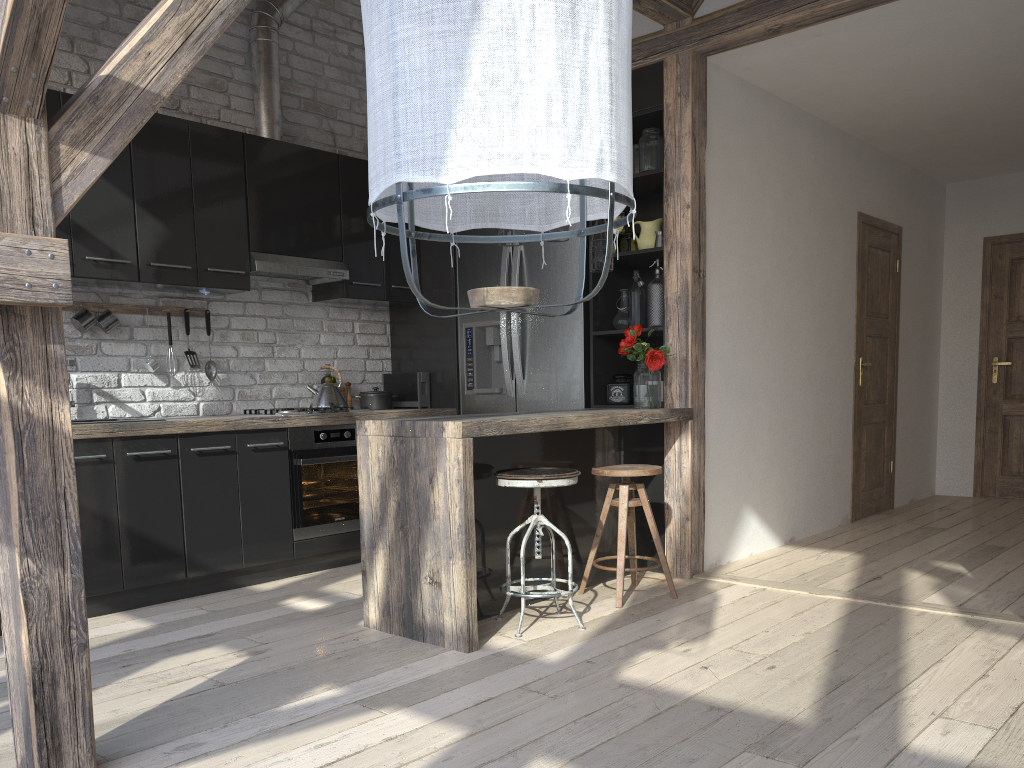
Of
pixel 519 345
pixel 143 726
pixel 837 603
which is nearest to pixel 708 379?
pixel 519 345

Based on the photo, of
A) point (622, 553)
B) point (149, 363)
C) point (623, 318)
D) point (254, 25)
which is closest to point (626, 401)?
point (623, 318)

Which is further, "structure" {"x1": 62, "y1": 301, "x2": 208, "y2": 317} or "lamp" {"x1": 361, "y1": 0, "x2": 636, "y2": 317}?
"structure" {"x1": 62, "y1": 301, "x2": 208, "y2": 317}

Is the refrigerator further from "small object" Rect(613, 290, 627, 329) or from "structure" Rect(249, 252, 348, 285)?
"structure" Rect(249, 252, 348, 285)

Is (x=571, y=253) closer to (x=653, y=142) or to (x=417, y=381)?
(x=653, y=142)

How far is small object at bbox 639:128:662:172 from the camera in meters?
4.5 m

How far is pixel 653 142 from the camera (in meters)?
4.47

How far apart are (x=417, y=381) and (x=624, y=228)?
1.6m

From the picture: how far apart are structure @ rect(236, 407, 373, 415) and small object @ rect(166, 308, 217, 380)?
0.44m

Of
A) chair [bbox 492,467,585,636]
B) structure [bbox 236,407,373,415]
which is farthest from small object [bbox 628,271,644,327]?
structure [bbox 236,407,373,415]
